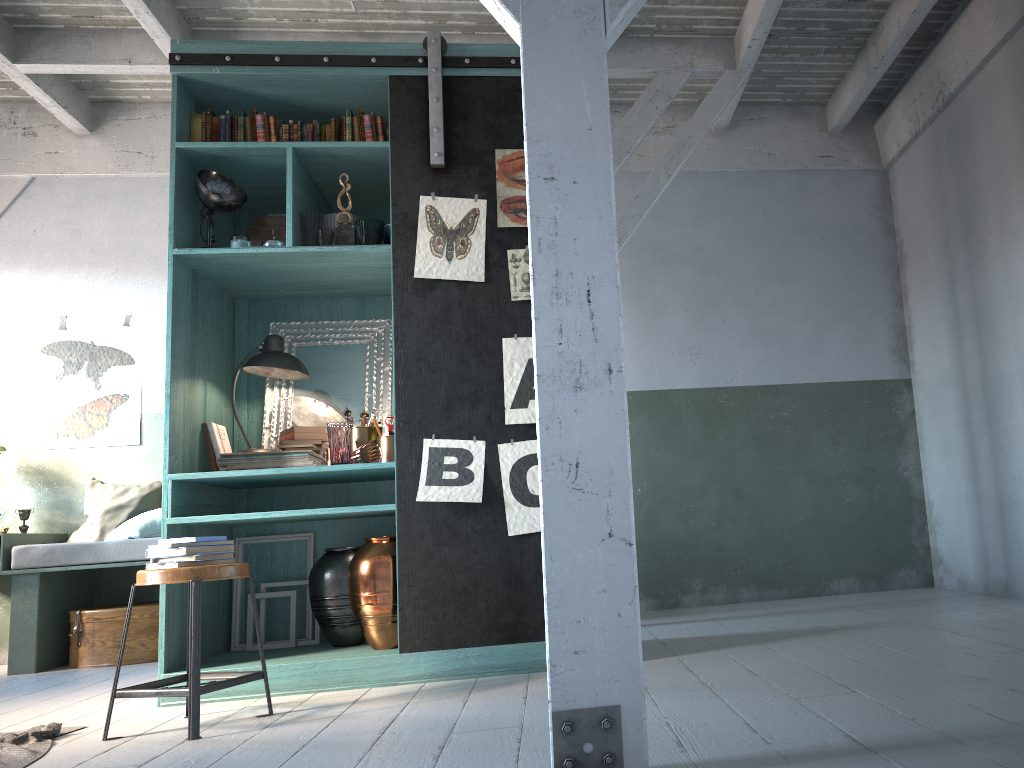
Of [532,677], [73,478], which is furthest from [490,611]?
[73,478]

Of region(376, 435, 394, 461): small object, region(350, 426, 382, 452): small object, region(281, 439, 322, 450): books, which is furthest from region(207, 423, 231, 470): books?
region(376, 435, 394, 461): small object

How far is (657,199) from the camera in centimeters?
648cm

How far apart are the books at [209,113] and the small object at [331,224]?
0.9 meters

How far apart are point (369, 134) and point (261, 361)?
1.4m

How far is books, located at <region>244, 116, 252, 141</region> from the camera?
5.0m

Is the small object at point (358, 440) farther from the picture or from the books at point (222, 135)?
the books at point (222, 135)

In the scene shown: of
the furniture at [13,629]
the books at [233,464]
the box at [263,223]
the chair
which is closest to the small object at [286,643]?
the books at [233,464]

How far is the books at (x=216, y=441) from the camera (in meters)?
4.98

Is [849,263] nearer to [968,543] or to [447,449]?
[968,543]
